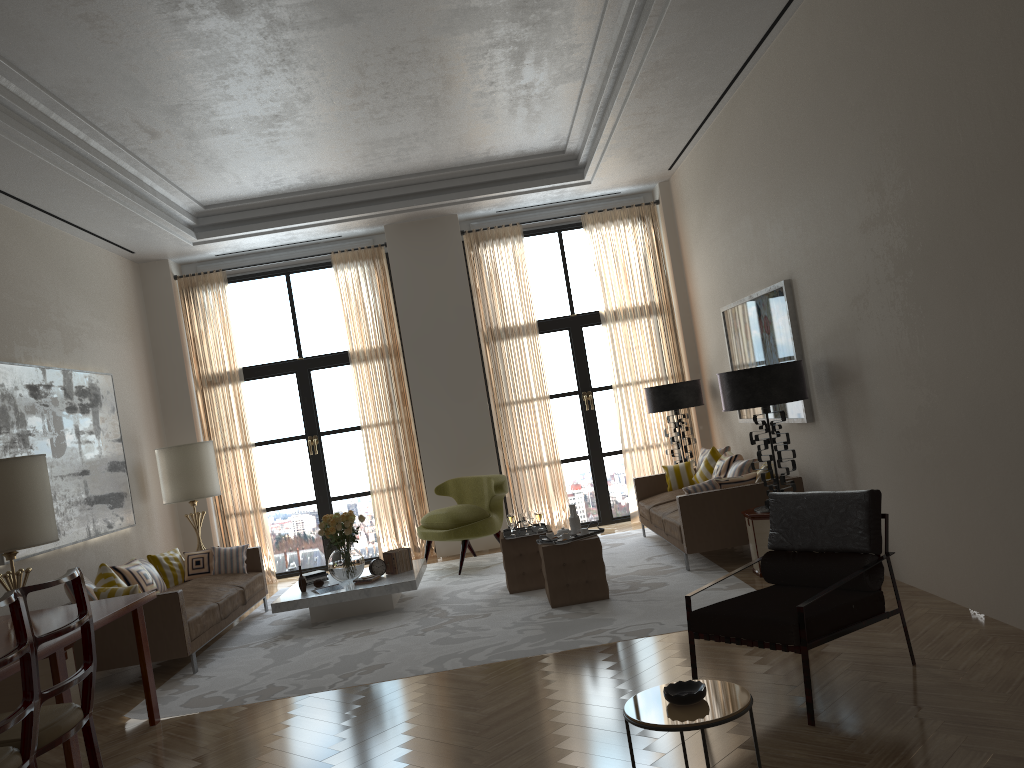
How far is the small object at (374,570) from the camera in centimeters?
1012cm

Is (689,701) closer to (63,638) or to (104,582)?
(63,638)

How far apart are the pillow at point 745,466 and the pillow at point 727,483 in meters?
0.8 m

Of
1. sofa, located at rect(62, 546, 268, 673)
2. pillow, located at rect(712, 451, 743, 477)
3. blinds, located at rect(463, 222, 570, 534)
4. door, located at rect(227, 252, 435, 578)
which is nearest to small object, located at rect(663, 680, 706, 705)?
sofa, located at rect(62, 546, 268, 673)

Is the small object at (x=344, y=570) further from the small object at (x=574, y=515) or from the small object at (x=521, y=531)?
the small object at (x=574, y=515)

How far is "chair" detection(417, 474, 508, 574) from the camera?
11.43m

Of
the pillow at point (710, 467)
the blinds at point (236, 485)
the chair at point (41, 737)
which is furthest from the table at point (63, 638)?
the pillow at point (710, 467)

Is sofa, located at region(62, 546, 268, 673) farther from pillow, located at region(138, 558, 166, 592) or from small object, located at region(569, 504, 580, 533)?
small object, located at region(569, 504, 580, 533)

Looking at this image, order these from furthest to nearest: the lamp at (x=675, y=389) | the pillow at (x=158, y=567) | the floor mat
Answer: the lamp at (x=675, y=389), the pillow at (x=158, y=567), the floor mat

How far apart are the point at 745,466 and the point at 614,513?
3.9 meters
